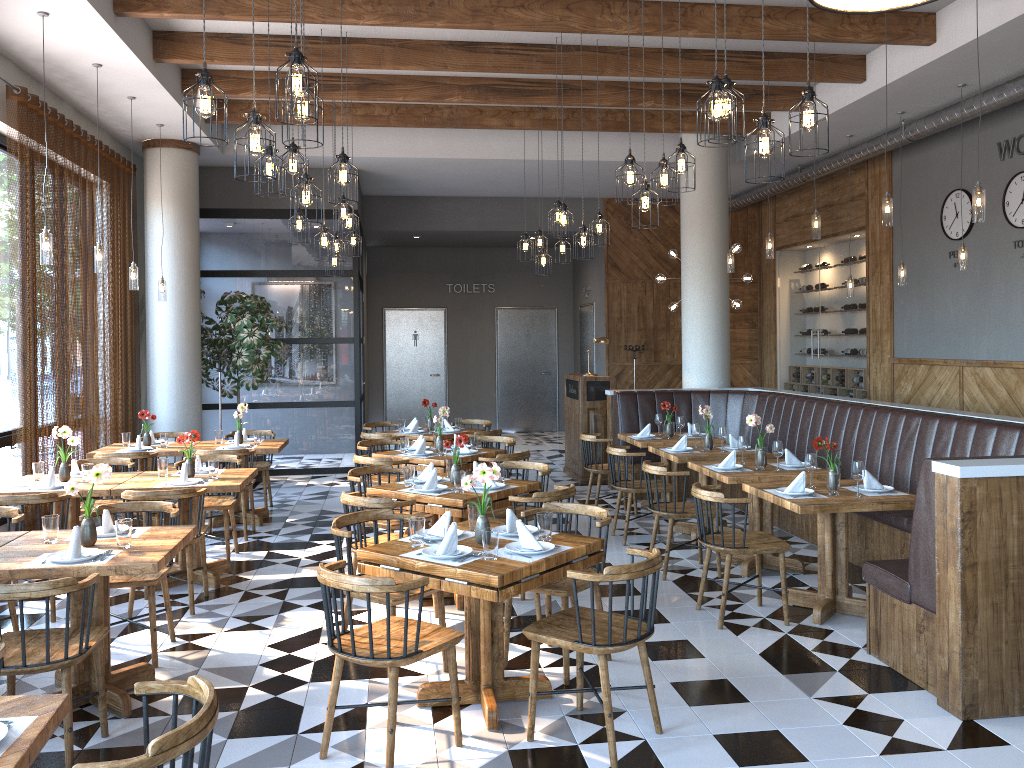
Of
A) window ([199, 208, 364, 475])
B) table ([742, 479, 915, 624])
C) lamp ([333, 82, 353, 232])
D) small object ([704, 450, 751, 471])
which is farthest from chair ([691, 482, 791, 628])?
window ([199, 208, 364, 475])

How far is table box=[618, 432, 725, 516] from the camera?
8.4 meters

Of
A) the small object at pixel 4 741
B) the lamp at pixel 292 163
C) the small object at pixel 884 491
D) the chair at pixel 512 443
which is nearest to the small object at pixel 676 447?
the chair at pixel 512 443

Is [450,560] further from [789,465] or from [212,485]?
[789,465]

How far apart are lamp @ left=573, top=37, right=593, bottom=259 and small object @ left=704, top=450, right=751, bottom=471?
2.3 meters

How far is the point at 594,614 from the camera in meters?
3.7

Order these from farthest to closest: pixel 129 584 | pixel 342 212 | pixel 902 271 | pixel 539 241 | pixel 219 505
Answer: pixel 539 241
pixel 902 271
pixel 342 212
pixel 219 505
pixel 129 584

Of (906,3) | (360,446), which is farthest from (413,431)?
(906,3)

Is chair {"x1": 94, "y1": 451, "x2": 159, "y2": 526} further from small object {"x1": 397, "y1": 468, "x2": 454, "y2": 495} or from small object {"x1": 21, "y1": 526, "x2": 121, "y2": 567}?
small object {"x1": 21, "y1": 526, "x2": 121, "y2": 567}

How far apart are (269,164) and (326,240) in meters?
2.3 m
